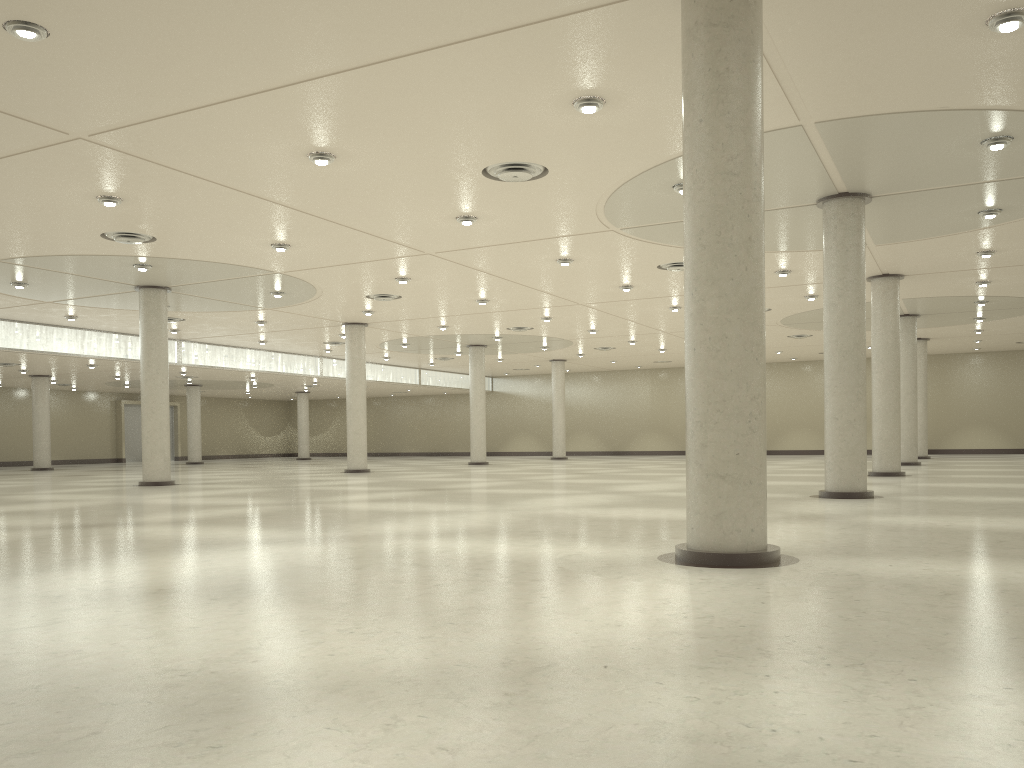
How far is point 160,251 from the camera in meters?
46.9
